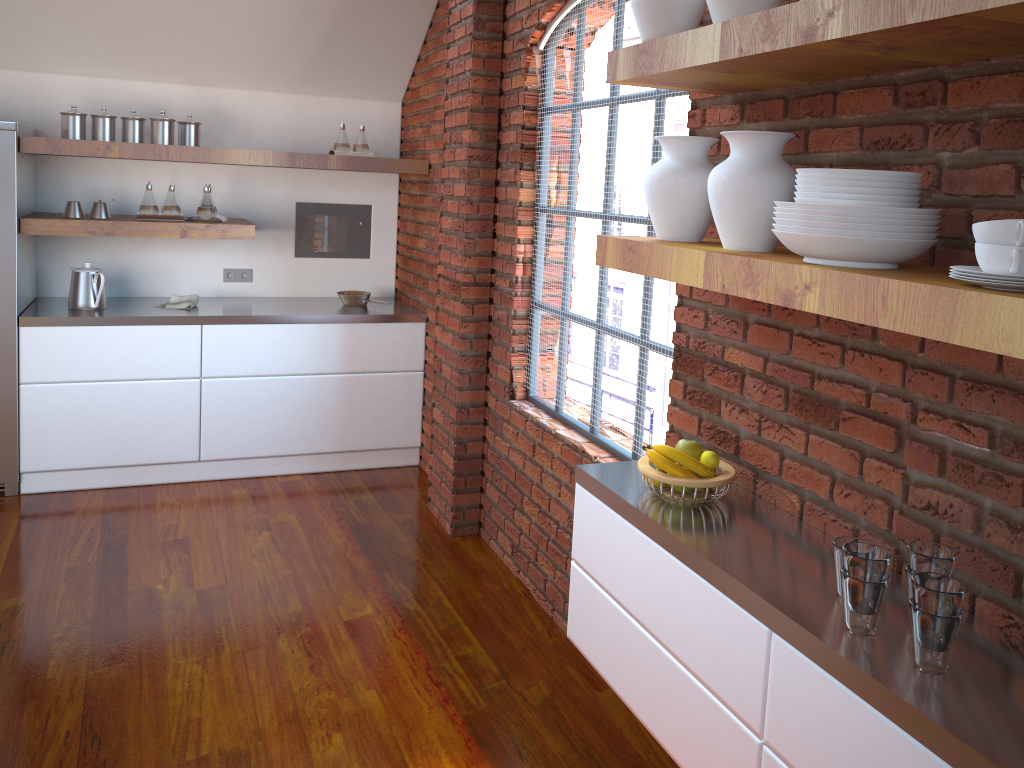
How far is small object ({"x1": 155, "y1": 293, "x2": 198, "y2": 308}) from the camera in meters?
4.6

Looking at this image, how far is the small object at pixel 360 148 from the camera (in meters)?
4.80

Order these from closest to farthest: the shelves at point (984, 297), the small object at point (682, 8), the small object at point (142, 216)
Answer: the shelves at point (984, 297) → the small object at point (682, 8) → the small object at point (142, 216)

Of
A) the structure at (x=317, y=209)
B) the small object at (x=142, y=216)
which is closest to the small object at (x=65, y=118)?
the small object at (x=142, y=216)

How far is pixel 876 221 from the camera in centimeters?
143cm

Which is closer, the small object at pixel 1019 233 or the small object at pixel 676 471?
the small object at pixel 1019 233

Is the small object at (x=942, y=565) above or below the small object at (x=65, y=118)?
below

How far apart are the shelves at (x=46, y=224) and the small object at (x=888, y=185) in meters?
3.6 m

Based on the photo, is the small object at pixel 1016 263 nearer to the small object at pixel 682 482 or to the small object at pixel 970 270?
the small object at pixel 970 270

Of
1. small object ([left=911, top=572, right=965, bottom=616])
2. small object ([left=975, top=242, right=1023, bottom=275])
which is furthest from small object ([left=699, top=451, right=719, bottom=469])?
small object ([left=975, top=242, right=1023, bottom=275])
